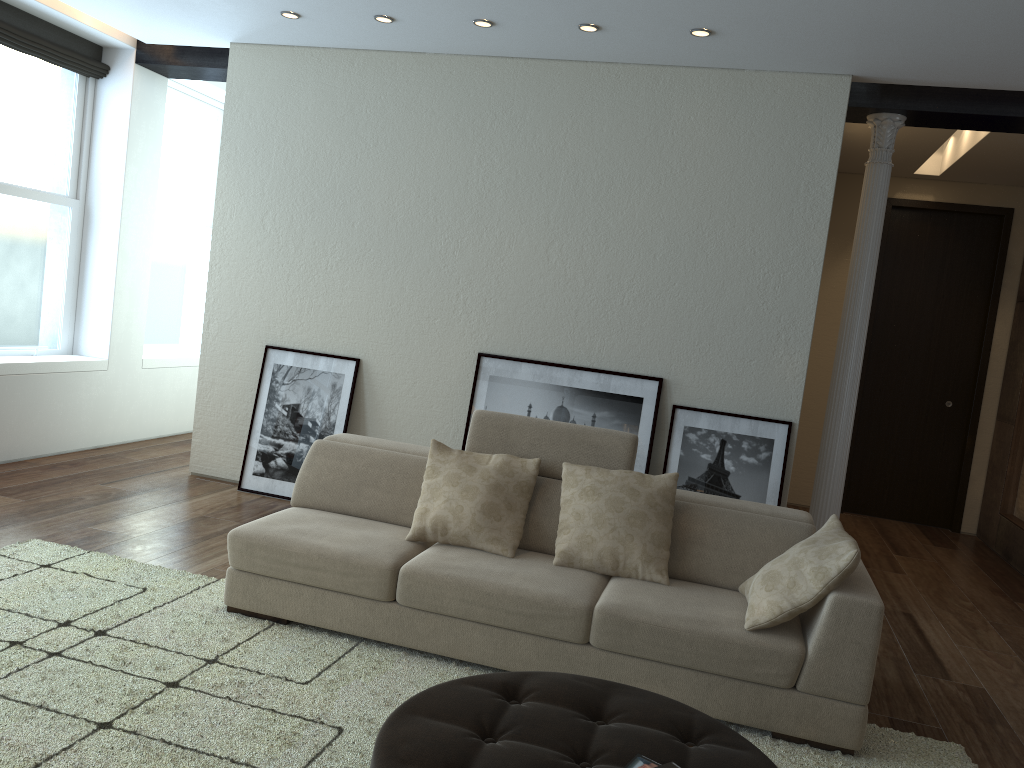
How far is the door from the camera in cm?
765

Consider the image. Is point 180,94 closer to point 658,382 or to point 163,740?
point 658,382

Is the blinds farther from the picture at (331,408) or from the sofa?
the sofa

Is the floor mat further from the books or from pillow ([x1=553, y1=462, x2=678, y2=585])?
the books

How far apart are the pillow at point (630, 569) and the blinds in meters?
4.7

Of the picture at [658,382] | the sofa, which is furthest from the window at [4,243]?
the picture at [658,382]

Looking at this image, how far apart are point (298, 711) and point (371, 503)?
1.3m

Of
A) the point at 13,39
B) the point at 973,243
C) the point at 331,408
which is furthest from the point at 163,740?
the point at 973,243

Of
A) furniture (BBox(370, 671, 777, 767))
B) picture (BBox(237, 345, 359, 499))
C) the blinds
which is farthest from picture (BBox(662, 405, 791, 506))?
the blinds

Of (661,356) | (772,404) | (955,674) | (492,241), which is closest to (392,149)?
(492,241)
